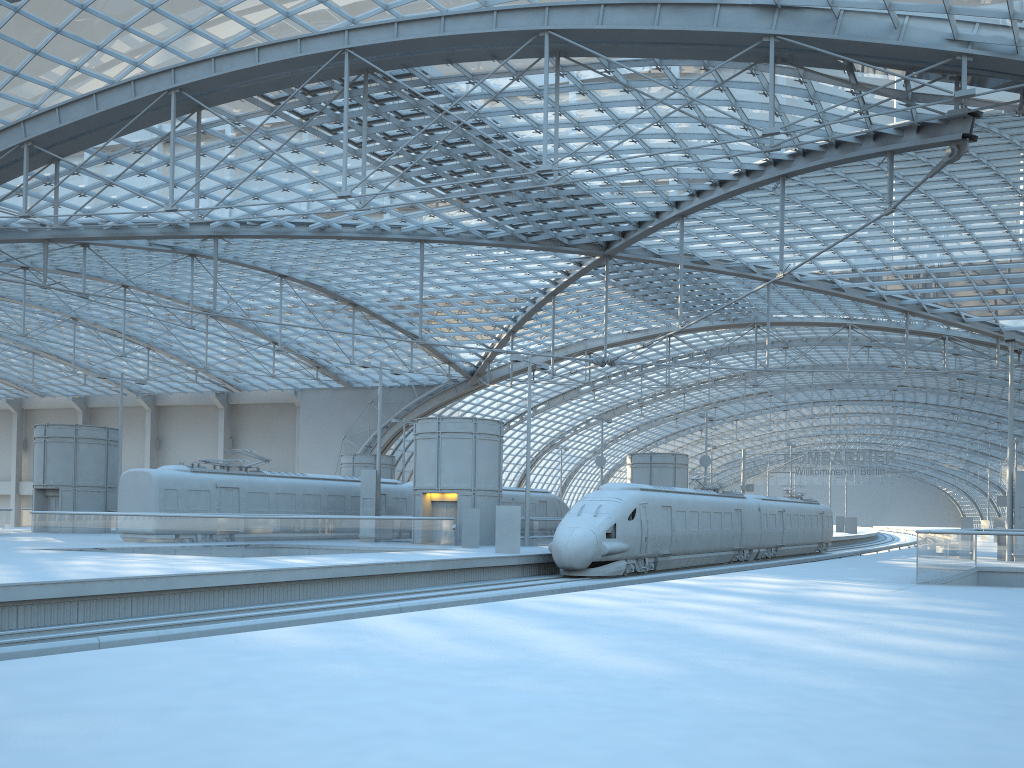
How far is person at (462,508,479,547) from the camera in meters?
34.4 m

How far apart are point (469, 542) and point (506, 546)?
4.52m

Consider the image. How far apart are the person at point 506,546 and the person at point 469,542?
4.3 meters

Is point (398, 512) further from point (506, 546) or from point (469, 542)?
point (506, 546)

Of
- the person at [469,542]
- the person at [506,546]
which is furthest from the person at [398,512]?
the person at [506,546]

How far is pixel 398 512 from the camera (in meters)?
42.89

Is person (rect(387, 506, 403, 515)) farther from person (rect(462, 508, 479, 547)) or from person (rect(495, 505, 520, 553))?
person (rect(495, 505, 520, 553))

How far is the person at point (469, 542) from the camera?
34.4m

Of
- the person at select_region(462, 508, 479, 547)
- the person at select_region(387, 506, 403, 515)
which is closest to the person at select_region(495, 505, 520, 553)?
the person at select_region(462, 508, 479, 547)

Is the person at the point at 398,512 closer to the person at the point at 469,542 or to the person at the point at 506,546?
the person at the point at 469,542
